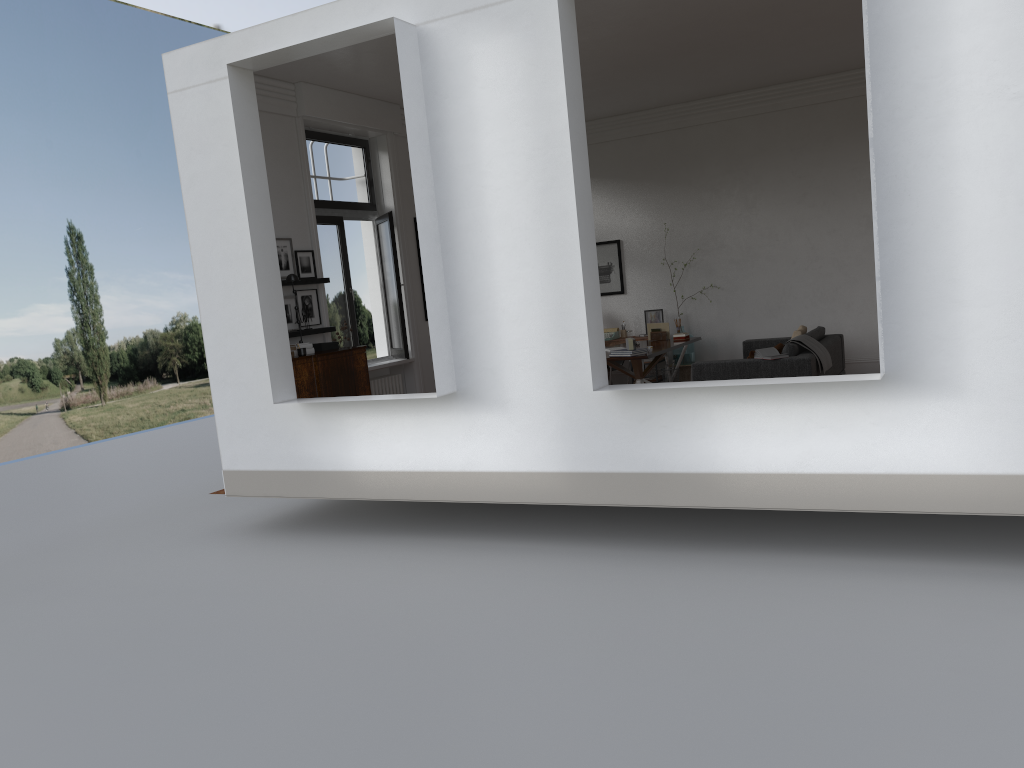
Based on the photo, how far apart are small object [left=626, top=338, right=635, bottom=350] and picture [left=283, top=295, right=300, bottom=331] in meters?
3.7

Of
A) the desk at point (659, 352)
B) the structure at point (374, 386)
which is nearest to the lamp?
the structure at point (374, 386)

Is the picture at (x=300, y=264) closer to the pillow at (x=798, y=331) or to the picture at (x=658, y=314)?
the picture at (x=658, y=314)

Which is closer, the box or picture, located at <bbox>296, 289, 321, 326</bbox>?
the box

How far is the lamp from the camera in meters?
8.6 m

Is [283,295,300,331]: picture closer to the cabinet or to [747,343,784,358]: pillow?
the cabinet

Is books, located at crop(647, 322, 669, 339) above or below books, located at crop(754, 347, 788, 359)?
above

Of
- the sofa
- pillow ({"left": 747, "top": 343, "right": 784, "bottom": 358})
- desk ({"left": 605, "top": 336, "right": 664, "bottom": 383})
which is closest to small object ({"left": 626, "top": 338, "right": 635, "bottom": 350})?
the sofa

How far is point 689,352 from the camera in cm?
1275

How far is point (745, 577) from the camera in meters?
5.8 m
